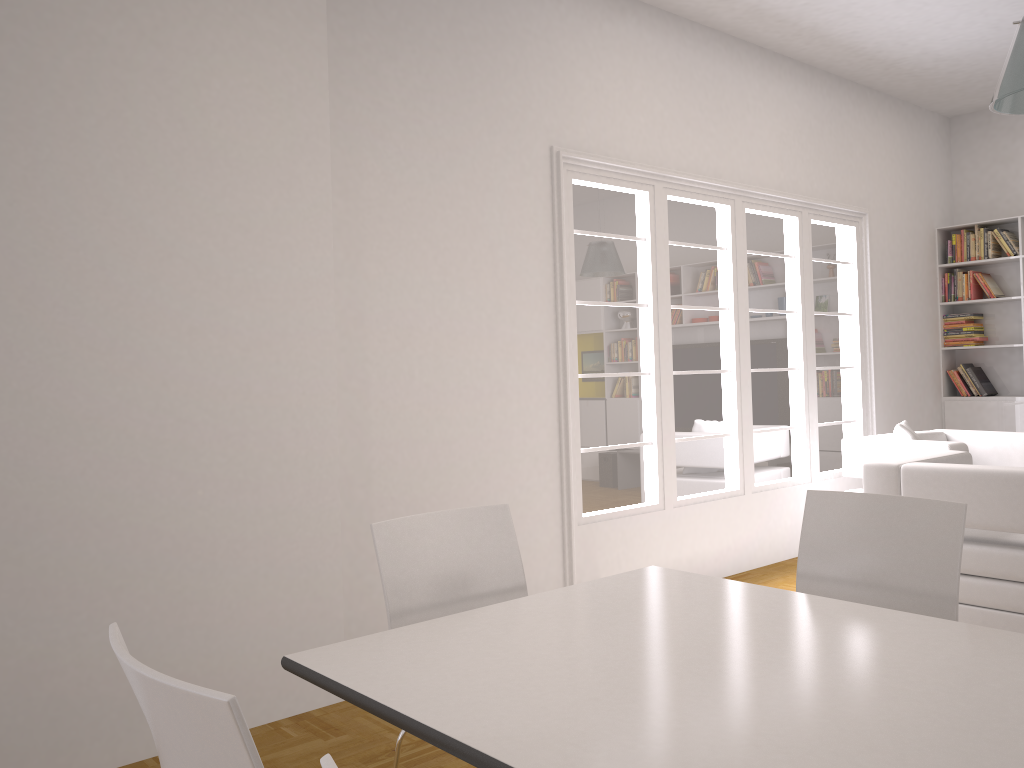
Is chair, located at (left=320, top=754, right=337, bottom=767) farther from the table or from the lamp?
the lamp

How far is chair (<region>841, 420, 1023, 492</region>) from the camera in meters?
5.4

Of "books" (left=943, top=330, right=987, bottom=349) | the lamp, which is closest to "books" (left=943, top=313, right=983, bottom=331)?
"books" (left=943, top=330, right=987, bottom=349)

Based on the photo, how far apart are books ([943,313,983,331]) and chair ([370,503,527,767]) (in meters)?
6.29

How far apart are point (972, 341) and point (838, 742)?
7.06m

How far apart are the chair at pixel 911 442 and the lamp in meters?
2.3

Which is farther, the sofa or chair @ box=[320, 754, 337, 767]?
the sofa

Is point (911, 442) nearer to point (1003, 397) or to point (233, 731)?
point (1003, 397)

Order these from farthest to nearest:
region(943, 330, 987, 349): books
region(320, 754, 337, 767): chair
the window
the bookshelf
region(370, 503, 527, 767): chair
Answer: Answer: region(943, 330, 987, 349): books < the bookshelf < the window < region(370, 503, 527, 767): chair < region(320, 754, 337, 767): chair

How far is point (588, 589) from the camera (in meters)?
2.41
